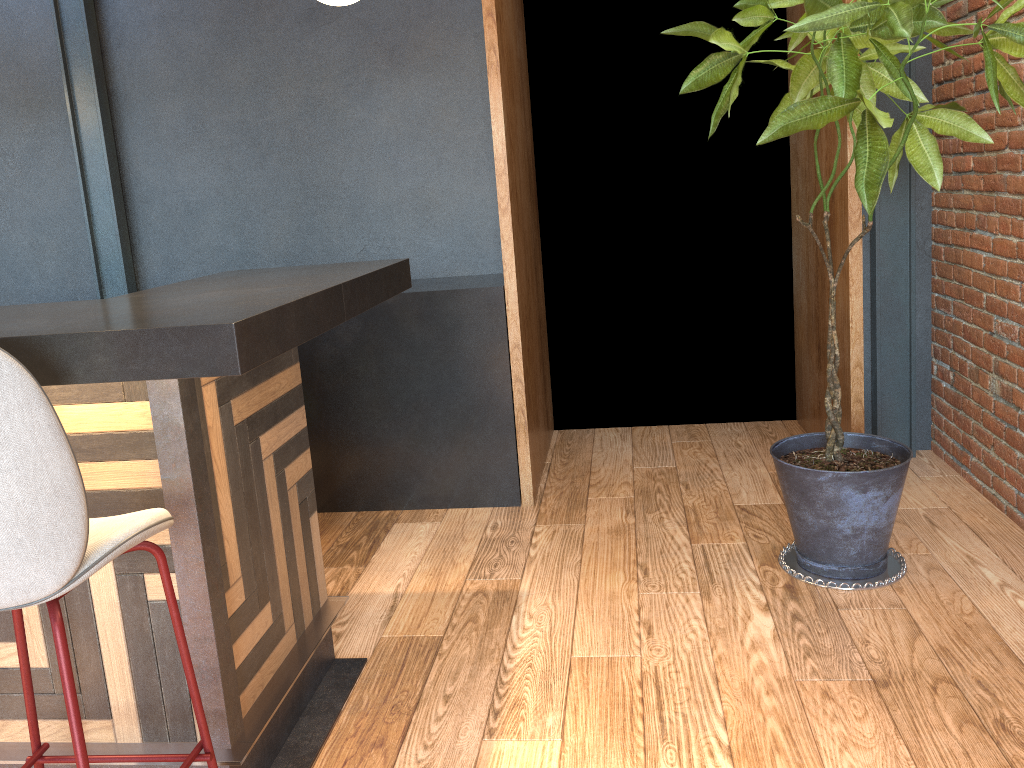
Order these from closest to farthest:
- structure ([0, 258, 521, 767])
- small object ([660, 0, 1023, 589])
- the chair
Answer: the chair, structure ([0, 258, 521, 767]), small object ([660, 0, 1023, 589])

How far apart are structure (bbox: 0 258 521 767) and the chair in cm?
9

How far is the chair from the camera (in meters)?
1.25

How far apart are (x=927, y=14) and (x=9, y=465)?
2.3m

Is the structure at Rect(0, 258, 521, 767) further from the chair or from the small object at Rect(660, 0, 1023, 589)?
the small object at Rect(660, 0, 1023, 589)

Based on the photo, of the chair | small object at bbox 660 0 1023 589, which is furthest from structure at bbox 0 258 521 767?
small object at bbox 660 0 1023 589

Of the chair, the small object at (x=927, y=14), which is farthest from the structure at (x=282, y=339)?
the small object at (x=927, y=14)

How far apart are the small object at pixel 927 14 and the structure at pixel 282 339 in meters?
1.0 m

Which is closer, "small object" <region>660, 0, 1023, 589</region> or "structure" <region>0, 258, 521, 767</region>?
"structure" <region>0, 258, 521, 767</region>

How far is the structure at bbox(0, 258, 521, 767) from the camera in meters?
1.5 m
